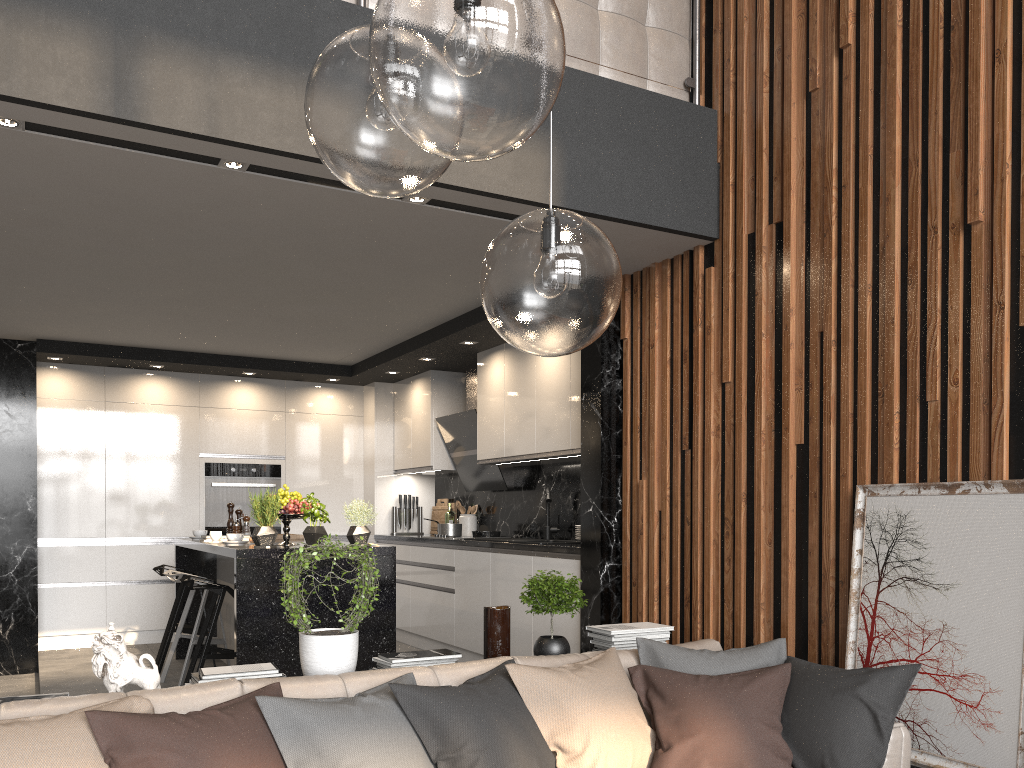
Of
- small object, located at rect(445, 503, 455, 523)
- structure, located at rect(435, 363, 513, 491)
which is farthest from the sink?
small object, located at rect(445, 503, 455, 523)

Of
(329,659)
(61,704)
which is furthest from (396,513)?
(61,704)

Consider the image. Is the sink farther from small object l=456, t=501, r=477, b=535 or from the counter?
small object l=456, t=501, r=477, b=535

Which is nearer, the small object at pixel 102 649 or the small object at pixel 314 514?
the small object at pixel 102 649

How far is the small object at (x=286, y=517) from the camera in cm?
510

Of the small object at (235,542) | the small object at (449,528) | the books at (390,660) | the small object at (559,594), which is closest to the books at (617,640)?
the small object at (559,594)

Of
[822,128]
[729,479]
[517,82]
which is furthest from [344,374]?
[517,82]

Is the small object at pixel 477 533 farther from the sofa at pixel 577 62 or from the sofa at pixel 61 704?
the sofa at pixel 577 62

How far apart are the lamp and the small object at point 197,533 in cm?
524

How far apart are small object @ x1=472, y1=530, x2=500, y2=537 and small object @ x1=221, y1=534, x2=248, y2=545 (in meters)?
2.03
